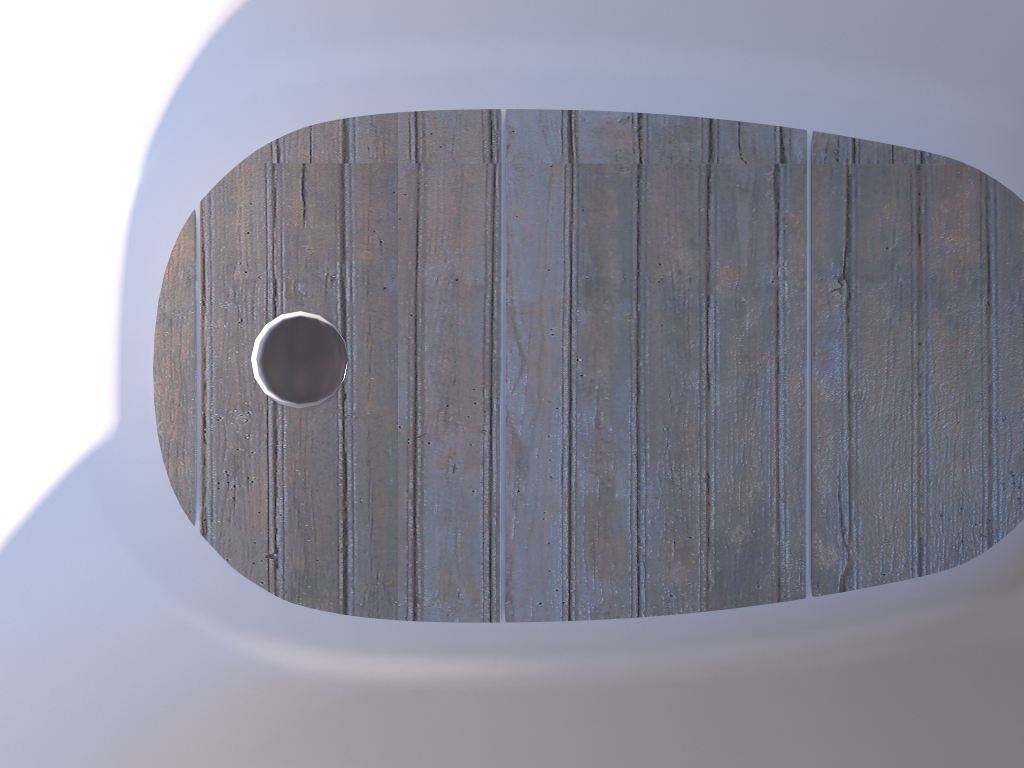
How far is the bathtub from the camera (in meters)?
0.97

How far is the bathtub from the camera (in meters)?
0.97

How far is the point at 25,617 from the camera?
0.97m
